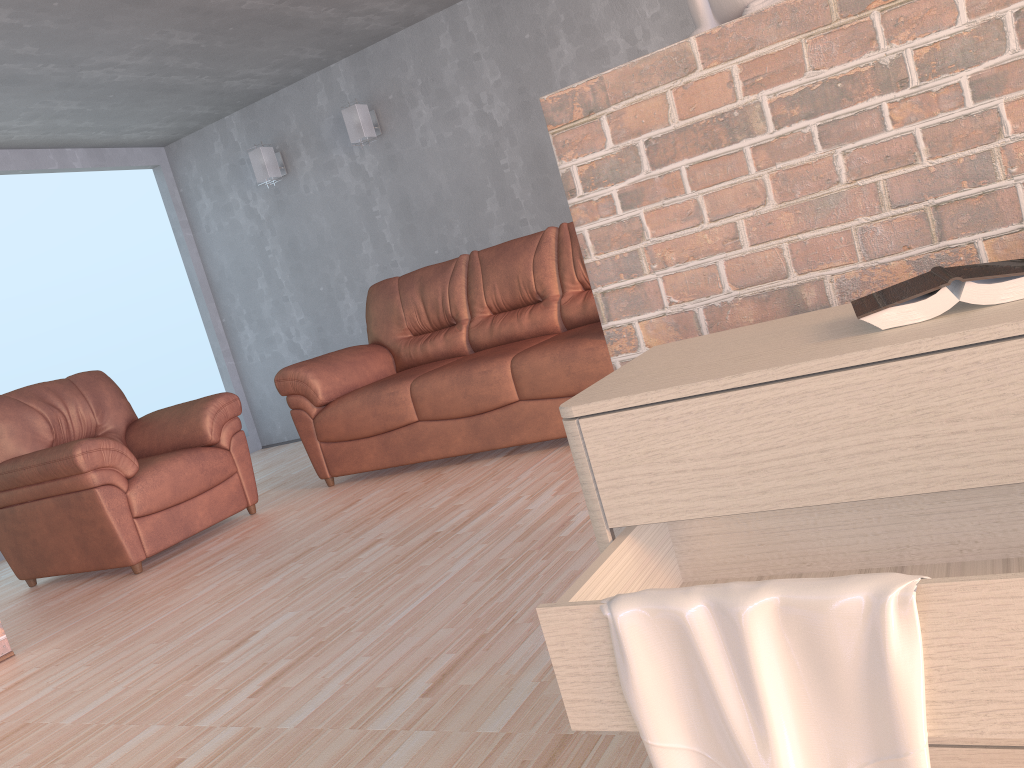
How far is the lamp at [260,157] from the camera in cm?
623

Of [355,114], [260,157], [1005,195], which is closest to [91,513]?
[355,114]

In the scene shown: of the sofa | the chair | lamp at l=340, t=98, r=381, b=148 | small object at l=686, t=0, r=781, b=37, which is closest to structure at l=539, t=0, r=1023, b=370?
small object at l=686, t=0, r=781, b=37

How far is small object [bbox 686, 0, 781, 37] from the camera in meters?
1.4 m

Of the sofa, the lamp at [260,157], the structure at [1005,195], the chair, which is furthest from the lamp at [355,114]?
the structure at [1005,195]

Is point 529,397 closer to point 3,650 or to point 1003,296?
point 3,650

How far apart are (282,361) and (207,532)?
2.7 meters

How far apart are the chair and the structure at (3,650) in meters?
0.7 m

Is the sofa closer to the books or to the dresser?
the dresser

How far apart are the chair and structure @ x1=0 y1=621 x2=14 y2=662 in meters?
0.7 m
